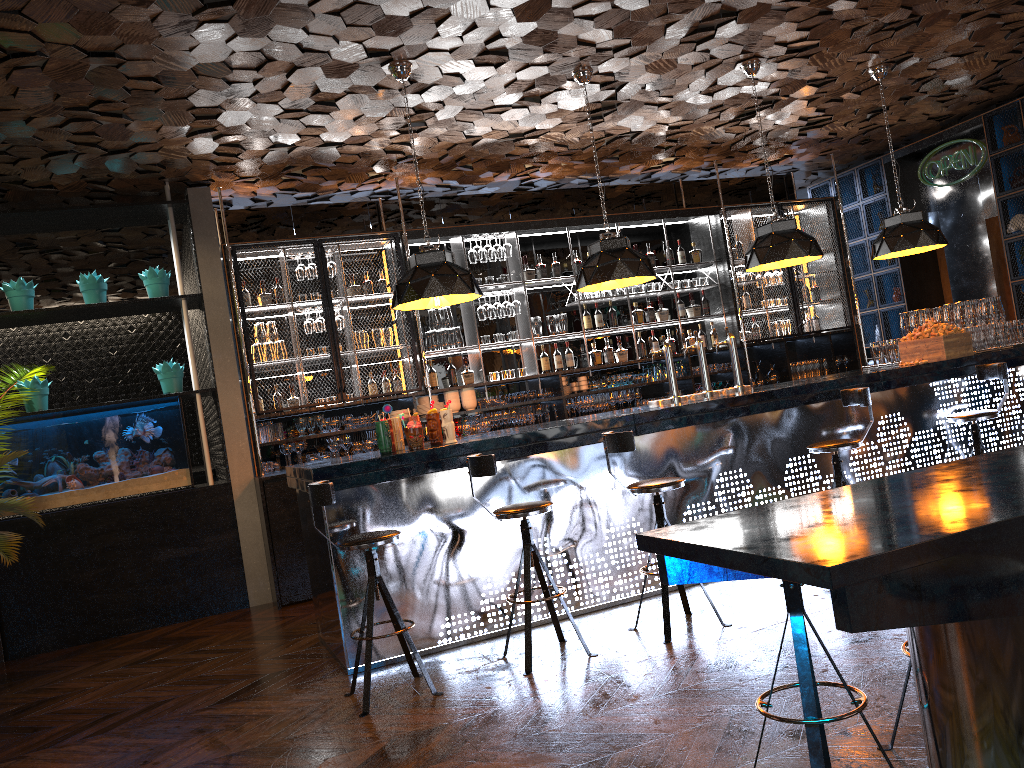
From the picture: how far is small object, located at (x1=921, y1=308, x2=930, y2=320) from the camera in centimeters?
738cm

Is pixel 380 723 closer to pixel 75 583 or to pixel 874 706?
pixel 874 706

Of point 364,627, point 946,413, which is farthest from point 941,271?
point 364,627

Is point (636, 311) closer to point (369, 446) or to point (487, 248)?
point (487, 248)

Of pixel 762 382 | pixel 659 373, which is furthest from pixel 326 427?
pixel 762 382

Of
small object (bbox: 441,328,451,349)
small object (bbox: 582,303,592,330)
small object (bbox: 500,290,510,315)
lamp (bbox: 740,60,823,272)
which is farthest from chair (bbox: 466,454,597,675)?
small object (bbox: 582,303,592,330)

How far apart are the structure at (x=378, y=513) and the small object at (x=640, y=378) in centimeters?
206cm

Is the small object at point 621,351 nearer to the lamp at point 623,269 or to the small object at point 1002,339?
the lamp at point 623,269

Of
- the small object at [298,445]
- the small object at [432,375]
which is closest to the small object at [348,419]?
the small object at [298,445]

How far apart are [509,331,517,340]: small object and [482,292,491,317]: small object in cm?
31
